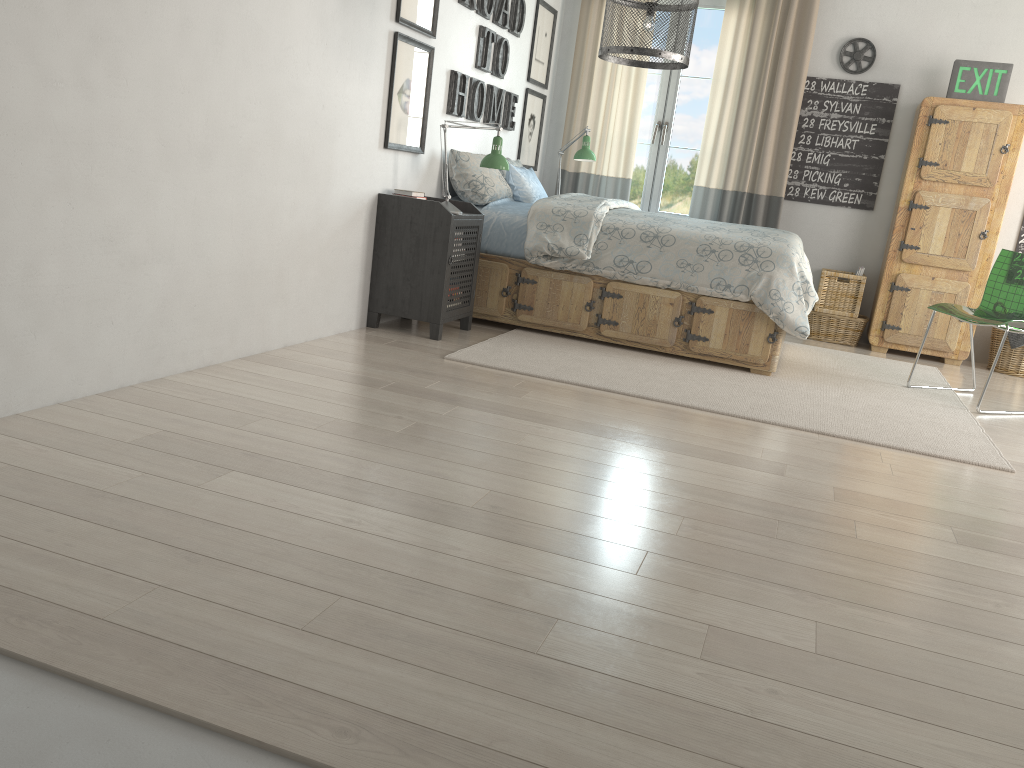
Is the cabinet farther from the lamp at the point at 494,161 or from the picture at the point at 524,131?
the lamp at the point at 494,161

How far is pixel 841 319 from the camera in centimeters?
575cm

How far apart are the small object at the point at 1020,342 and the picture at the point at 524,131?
3.2m

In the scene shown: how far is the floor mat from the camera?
3.5 meters

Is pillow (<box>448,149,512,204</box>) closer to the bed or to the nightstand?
the bed

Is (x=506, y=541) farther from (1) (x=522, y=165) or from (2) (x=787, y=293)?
(1) (x=522, y=165)

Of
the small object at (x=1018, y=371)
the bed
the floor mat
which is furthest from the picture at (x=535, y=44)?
the small object at (x=1018, y=371)

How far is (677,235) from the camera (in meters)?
4.38

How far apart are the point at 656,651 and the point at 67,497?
1.31m

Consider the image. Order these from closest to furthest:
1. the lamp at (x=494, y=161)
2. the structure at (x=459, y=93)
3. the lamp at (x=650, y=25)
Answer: the lamp at (x=650, y=25) → the lamp at (x=494, y=161) → the structure at (x=459, y=93)
